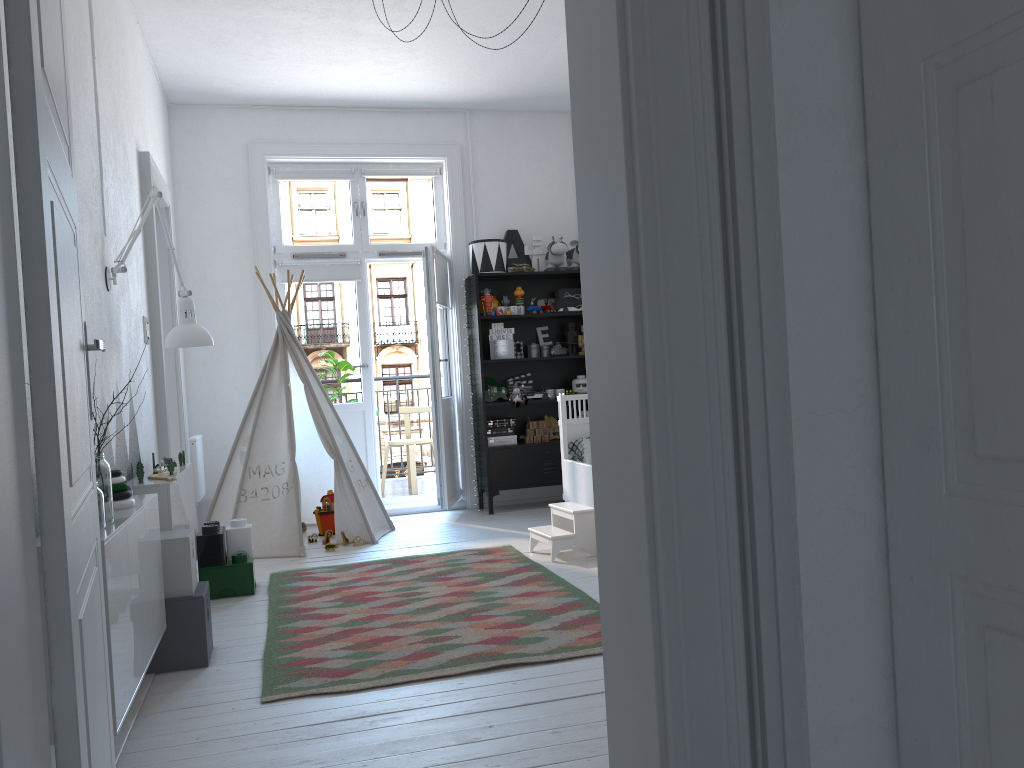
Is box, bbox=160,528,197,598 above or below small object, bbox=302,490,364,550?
above

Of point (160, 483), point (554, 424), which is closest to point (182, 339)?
point (160, 483)

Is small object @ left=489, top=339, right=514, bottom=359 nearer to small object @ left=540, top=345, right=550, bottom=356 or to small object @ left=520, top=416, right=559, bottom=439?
small object @ left=540, top=345, right=550, bottom=356

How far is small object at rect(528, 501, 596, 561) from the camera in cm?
449

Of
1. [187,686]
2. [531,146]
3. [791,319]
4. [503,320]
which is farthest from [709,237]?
[531,146]

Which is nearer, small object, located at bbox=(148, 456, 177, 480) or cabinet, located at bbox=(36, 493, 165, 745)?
cabinet, located at bbox=(36, 493, 165, 745)

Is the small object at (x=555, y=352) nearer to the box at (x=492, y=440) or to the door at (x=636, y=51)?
the box at (x=492, y=440)

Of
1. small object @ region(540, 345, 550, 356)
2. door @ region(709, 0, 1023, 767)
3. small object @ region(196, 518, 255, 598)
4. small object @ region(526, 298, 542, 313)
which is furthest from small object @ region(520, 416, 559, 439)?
door @ region(709, 0, 1023, 767)

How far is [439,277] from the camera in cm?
618

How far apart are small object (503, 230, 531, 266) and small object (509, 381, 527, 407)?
1.0m
